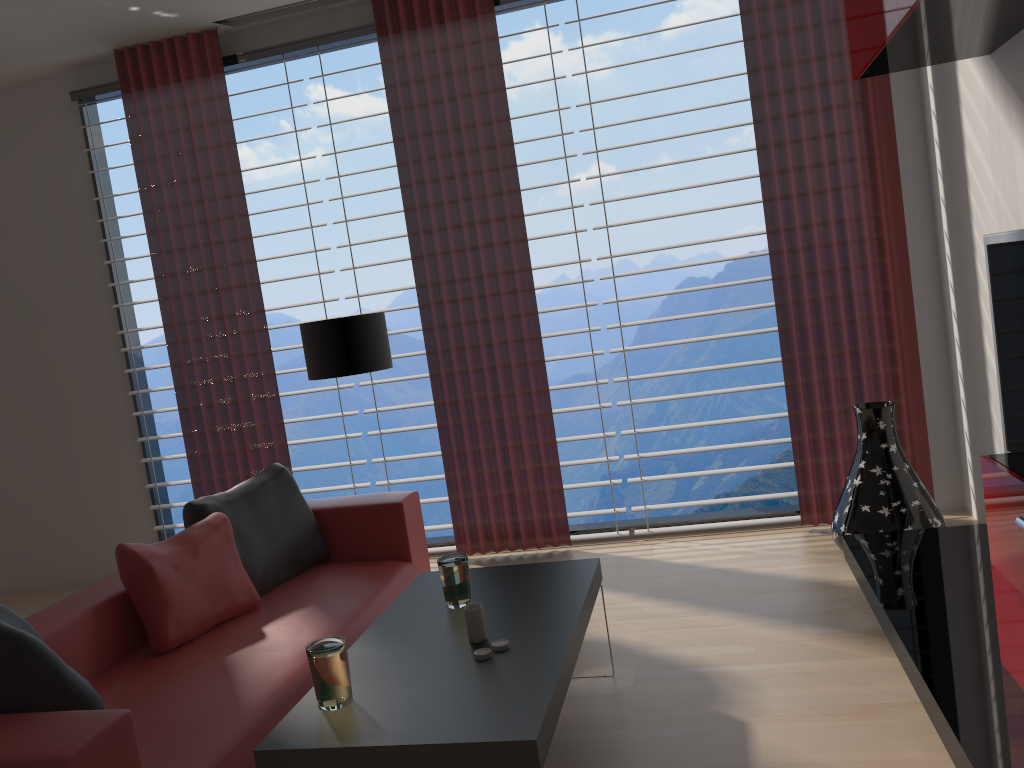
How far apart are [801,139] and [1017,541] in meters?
3.7

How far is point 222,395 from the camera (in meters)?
7.02

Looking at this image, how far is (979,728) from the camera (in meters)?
2.81

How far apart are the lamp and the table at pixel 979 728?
3.0 meters

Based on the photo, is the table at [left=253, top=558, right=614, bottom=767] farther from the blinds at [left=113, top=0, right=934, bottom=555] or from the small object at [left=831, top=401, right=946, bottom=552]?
the blinds at [left=113, top=0, right=934, bottom=555]

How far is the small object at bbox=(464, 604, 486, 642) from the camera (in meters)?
3.40

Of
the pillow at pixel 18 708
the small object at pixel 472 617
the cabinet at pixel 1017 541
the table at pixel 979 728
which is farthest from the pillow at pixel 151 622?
the cabinet at pixel 1017 541

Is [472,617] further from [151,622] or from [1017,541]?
[1017,541]

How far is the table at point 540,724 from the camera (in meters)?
2.68

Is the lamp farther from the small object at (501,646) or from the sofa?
the small object at (501,646)
